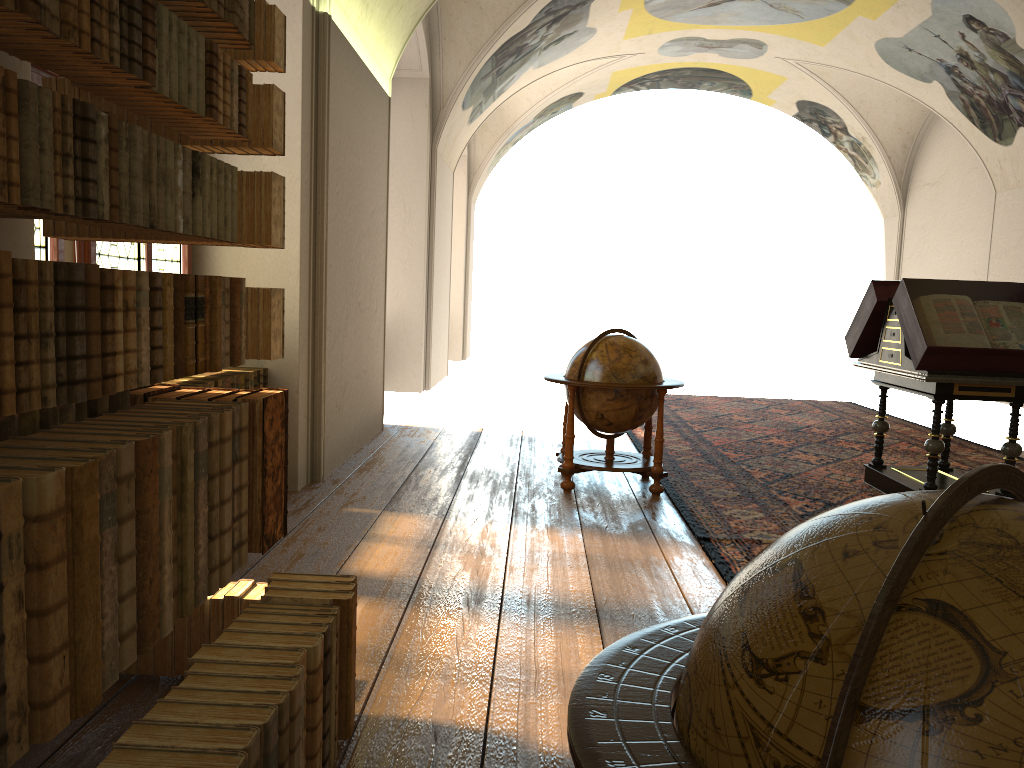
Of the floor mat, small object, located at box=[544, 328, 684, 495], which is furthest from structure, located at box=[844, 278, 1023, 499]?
small object, located at box=[544, 328, 684, 495]

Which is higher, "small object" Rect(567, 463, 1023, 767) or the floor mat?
"small object" Rect(567, 463, 1023, 767)

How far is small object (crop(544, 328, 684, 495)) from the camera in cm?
769

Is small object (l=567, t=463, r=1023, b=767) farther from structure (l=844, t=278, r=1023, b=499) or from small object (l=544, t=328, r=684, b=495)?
structure (l=844, t=278, r=1023, b=499)

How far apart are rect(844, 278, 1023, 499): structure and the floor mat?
0.1m

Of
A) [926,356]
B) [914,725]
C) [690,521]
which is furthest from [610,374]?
[914,725]

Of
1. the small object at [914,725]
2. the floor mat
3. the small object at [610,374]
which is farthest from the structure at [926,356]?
the small object at [914,725]

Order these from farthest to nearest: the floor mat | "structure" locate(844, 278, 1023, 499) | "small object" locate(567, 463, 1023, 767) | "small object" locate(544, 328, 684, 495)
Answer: "small object" locate(544, 328, 684, 495) < "structure" locate(844, 278, 1023, 499) < the floor mat < "small object" locate(567, 463, 1023, 767)

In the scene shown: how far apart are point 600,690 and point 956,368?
6.5 meters

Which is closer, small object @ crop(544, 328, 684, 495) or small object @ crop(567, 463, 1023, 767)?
small object @ crop(567, 463, 1023, 767)
